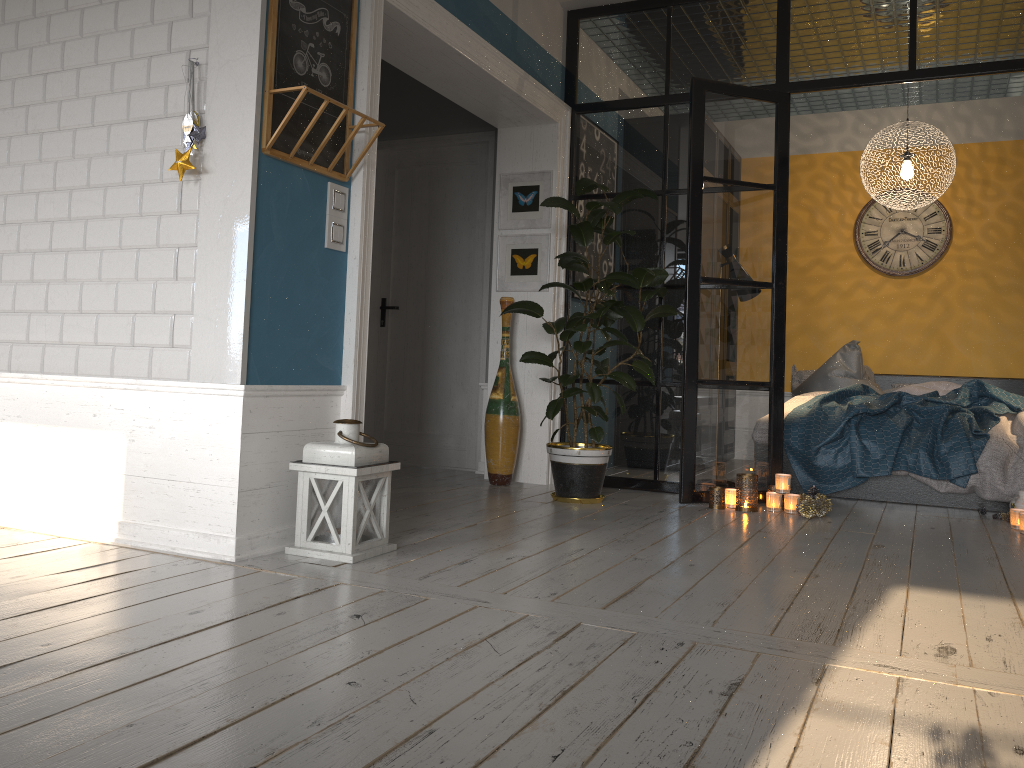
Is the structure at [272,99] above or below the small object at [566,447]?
above

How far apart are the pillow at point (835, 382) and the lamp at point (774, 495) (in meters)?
2.11

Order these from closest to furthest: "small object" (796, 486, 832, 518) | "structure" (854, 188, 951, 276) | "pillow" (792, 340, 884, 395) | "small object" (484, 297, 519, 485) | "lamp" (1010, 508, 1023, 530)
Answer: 1. "lamp" (1010, 508, 1023, 530)
2. "small object" (796, 486, 832, 518)
3. "small object" (484, 297, 519, 485)
4. "pillow" (792, 340, 884, 395)
5. "structure" (854, 188, 951, 276)

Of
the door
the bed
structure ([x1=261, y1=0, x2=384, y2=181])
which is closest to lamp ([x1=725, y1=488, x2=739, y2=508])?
the bed

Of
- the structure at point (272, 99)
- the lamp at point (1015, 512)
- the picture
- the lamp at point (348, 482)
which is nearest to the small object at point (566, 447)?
the picture

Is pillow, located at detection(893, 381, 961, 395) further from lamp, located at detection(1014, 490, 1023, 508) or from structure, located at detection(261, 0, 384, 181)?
structure, located at detection(261, 0, 384, 181)

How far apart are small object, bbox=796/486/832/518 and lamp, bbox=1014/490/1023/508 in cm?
92

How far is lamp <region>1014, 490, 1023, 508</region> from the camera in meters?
4.4

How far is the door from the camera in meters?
6.0 m

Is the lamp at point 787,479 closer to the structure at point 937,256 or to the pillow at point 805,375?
the pillow at point 805,375
